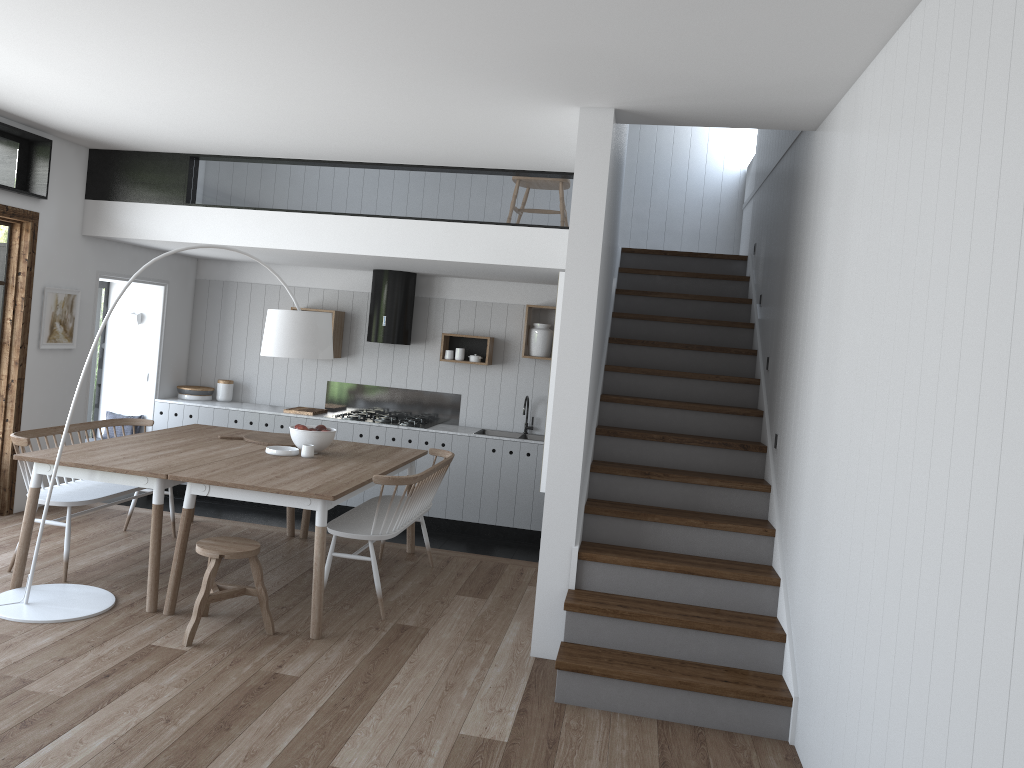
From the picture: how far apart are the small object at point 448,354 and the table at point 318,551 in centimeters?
194cm

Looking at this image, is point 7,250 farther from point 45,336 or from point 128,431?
point 128,431

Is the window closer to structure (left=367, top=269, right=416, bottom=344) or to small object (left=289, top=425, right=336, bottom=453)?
small object (left=289, top=425, right=336, bottom=453)

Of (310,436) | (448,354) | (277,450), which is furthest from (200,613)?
(448,354)

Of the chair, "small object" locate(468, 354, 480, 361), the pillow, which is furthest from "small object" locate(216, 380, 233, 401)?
the chair

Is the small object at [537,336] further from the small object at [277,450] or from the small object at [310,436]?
the small object at [277,450]

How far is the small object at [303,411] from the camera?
8.1m

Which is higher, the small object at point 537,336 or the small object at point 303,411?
the small object at point 537,336

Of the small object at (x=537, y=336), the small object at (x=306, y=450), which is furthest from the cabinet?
the small object at (x=306, y=450)

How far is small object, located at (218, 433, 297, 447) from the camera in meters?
6.1
